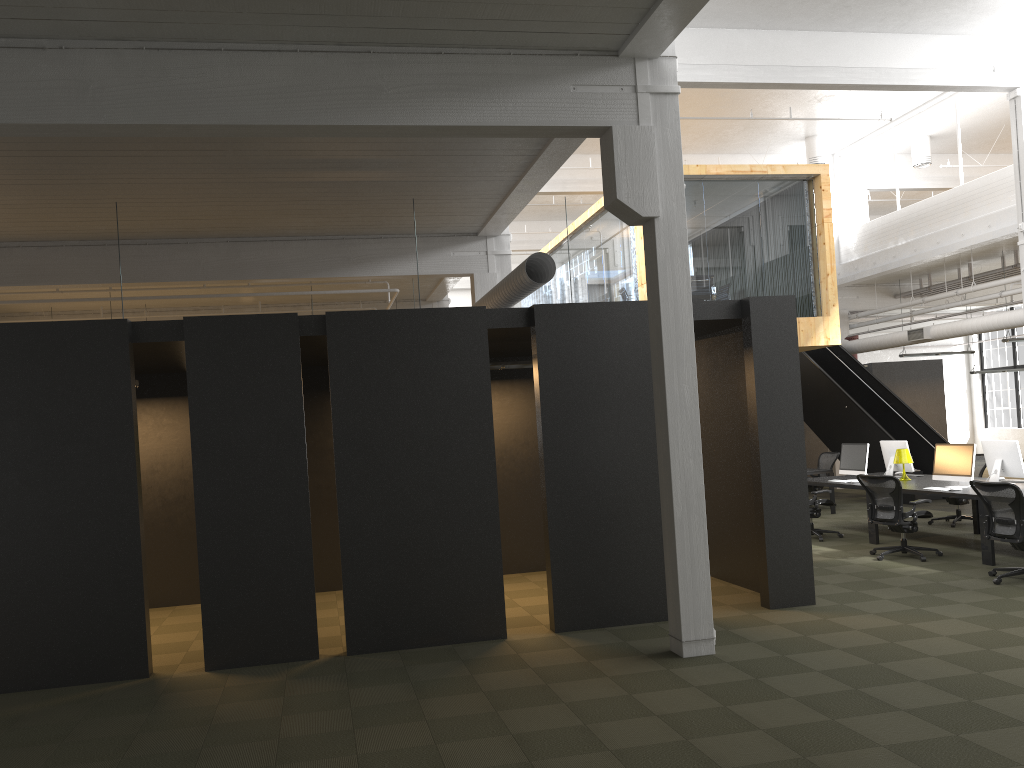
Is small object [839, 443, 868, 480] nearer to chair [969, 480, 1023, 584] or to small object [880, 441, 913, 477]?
small object [880, 441, 913, 477]

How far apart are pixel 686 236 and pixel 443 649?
3.84m

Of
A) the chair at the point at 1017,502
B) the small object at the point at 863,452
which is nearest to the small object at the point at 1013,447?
the small object at the point at 863,452

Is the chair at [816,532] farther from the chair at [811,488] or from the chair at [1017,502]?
the chair at [811,488]

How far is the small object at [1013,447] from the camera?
10.6 meters

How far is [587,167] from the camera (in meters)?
17.77

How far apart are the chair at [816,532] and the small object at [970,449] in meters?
1.7

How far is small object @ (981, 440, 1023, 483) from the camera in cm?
1057

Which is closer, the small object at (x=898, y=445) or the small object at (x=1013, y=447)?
the small object at (x=1013, y=447)

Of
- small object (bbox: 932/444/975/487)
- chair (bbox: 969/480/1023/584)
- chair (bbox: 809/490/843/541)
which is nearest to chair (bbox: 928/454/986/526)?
chair (bbox: 809/490/843/541)
